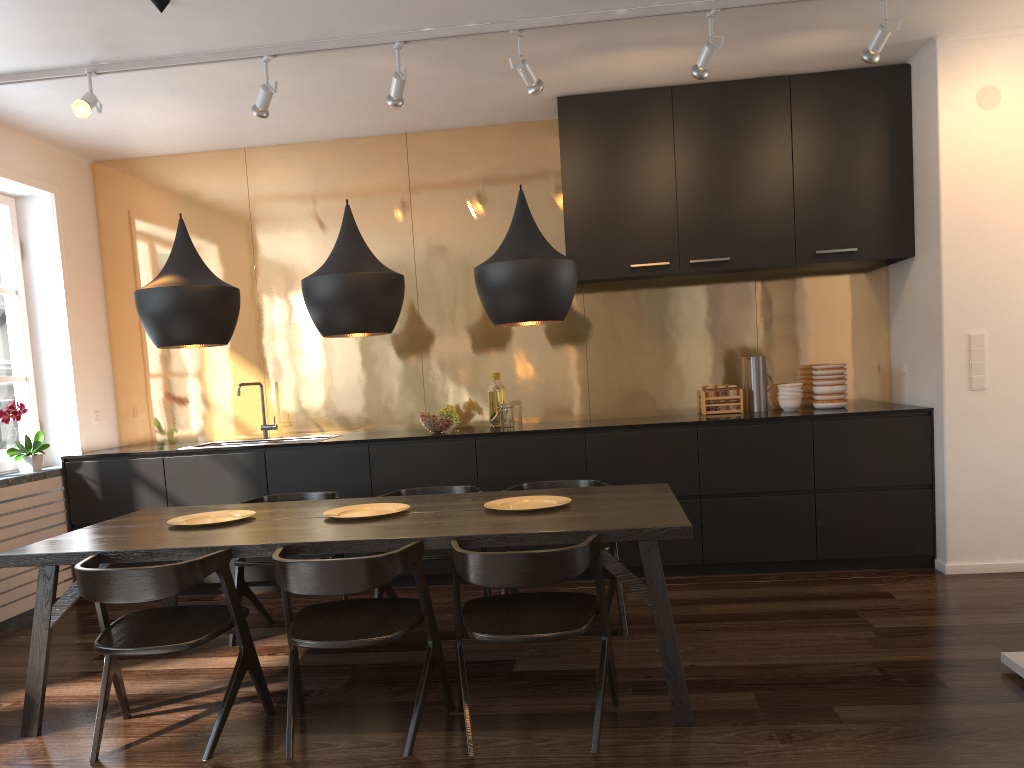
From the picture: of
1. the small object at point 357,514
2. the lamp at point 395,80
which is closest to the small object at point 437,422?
the small object at point 357,514

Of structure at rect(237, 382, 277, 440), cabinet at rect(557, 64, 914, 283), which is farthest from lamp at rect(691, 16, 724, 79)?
structure at rect(237, 382, 277, 440)

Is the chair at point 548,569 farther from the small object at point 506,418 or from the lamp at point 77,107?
the lamp at point 77,107

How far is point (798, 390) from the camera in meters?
5.3

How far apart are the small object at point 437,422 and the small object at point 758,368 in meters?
1.9 m

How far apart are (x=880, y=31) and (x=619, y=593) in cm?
279

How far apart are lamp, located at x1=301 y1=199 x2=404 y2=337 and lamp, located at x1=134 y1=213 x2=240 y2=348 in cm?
35

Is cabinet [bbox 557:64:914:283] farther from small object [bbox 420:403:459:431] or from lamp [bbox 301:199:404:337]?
lamp [bbox 301:199:404:337]

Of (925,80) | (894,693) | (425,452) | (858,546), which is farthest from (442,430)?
(925,80)

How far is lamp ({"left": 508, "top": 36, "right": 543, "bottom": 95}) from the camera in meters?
4.1 m
